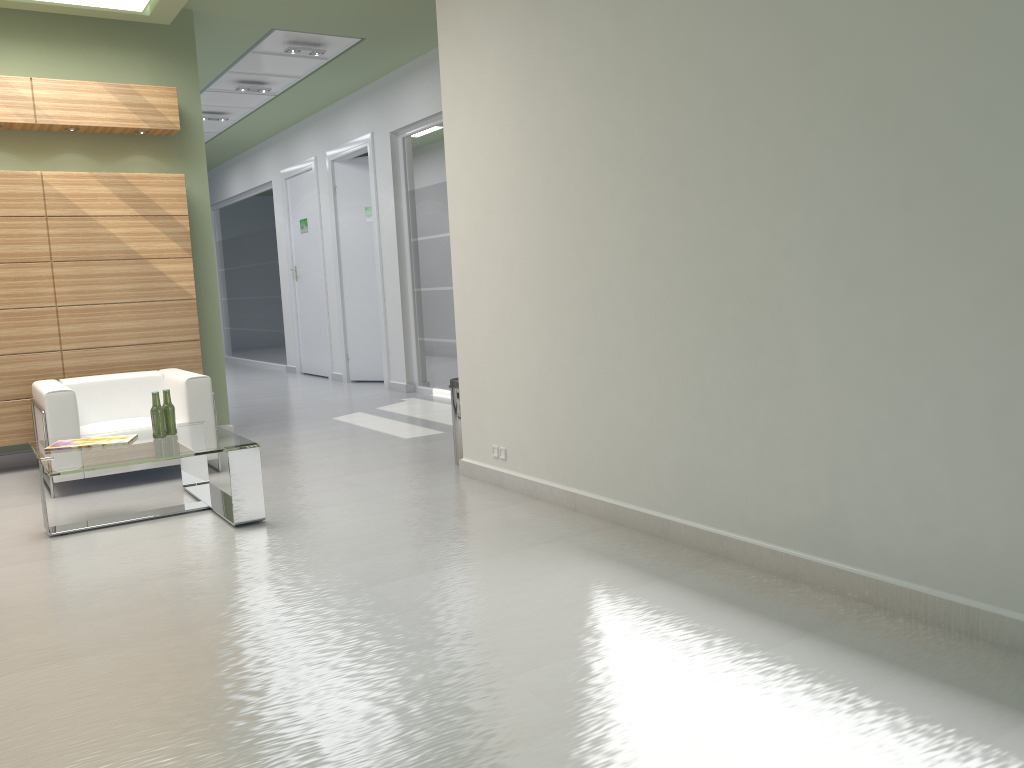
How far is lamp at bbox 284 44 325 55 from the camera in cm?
1500

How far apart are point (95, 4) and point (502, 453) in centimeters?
800cm

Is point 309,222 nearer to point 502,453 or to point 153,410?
point 153,410

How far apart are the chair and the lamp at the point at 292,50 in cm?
639

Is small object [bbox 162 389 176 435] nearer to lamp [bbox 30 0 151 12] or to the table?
the table

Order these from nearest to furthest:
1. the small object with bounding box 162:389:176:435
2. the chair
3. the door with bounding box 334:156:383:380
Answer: the small object with bounding box 162:389:176:435 < the chair < the door with bounding box 334:156:383:380

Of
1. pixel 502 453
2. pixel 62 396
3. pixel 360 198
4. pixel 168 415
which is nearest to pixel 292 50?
pixel 360 198

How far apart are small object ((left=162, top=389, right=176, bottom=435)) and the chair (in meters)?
1.57

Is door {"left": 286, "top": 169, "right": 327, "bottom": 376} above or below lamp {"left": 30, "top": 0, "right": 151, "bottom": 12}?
below

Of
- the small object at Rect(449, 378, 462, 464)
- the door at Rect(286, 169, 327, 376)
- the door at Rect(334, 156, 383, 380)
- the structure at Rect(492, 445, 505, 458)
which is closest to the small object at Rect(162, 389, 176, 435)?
the small object at Rect(449, 378, 462, 464)
